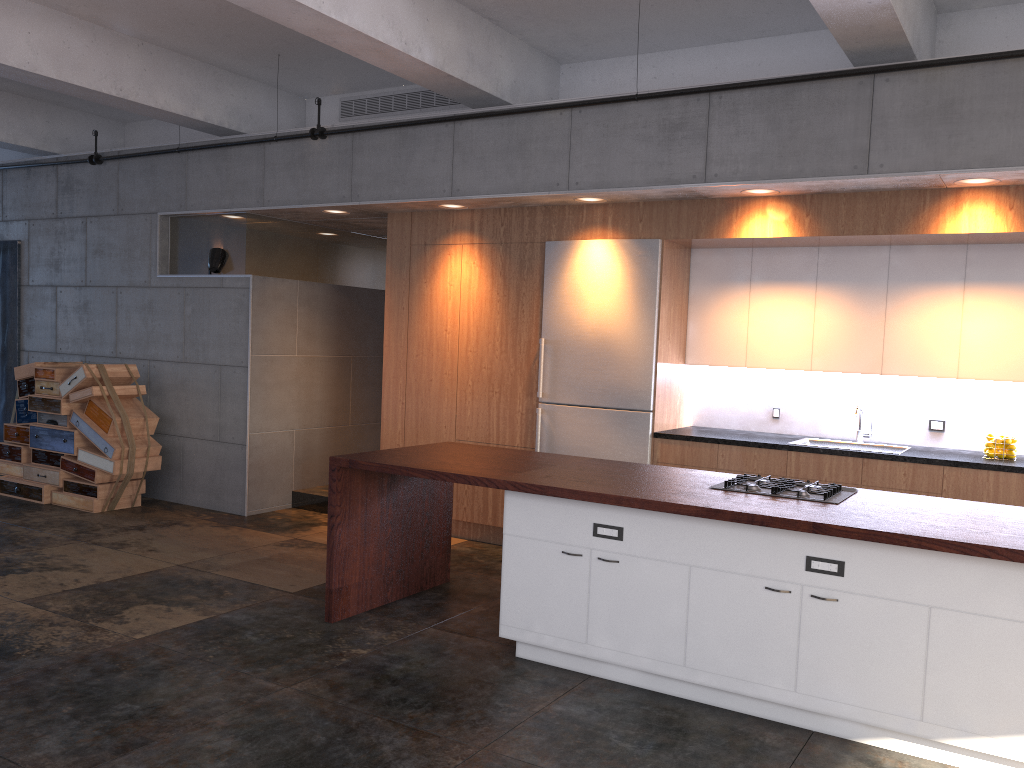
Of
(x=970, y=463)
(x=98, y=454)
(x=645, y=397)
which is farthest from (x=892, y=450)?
(x=98, y=454)

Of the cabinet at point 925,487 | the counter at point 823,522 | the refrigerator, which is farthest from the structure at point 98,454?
the refrigerator

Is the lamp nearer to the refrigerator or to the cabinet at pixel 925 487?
the cabinet at pixel 925 487

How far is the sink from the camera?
6.1m

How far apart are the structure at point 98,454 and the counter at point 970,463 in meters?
4.6 m

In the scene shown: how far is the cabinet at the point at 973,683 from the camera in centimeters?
346cm

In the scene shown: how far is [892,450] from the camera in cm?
609

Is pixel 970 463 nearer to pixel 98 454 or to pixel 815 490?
pixel 815 490

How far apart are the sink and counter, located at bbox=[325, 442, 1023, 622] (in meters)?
1.64

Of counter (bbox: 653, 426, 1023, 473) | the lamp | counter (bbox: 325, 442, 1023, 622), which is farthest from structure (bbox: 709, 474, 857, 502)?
the lamp
